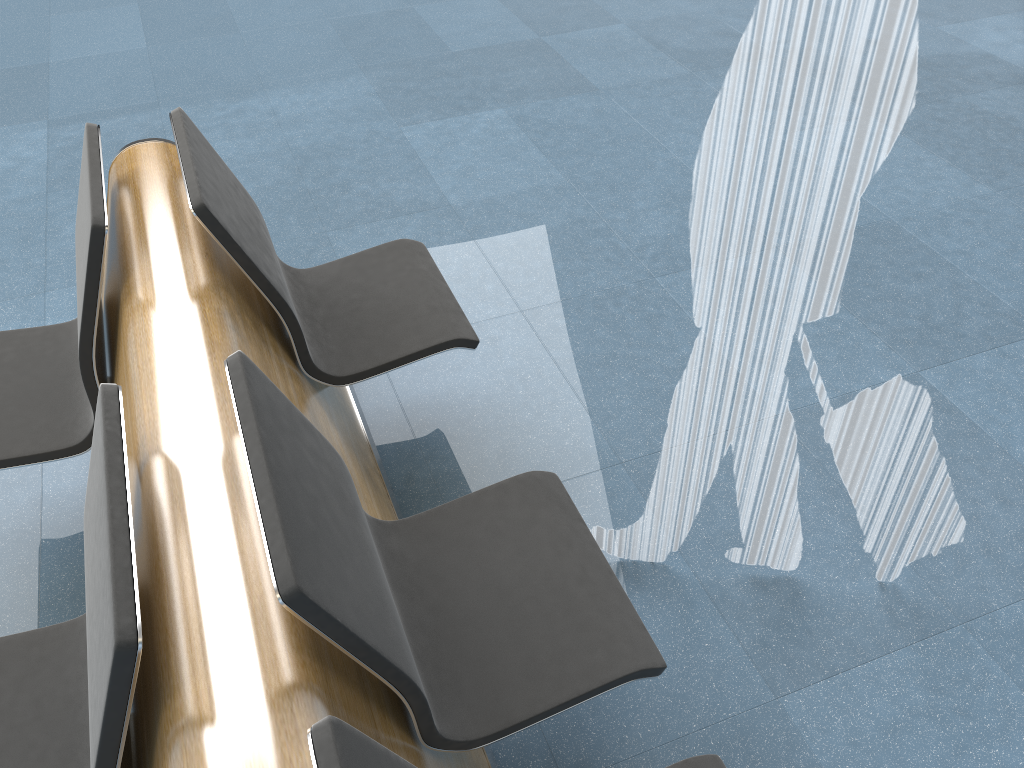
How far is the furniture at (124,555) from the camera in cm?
109

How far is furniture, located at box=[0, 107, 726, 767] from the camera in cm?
109

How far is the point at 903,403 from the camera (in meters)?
1.73

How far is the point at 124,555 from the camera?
1.09m
